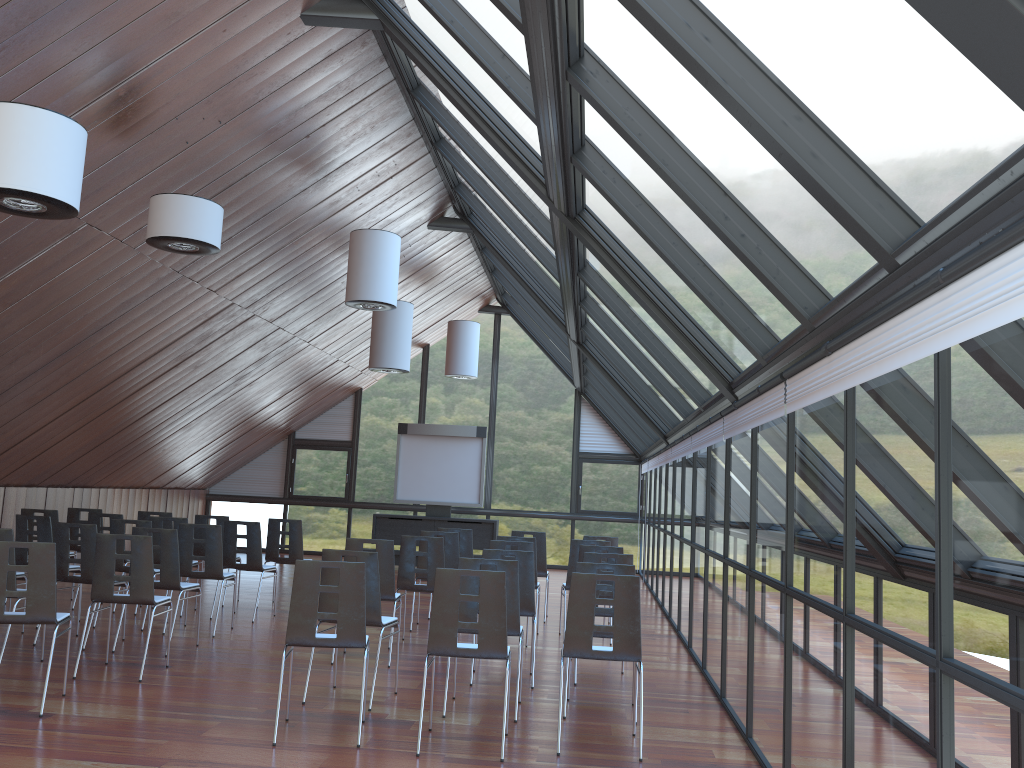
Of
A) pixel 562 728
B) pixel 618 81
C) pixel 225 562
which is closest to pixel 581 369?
pixel 225 562

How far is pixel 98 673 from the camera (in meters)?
7.55

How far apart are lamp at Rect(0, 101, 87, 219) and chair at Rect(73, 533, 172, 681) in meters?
2.8 m

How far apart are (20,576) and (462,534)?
5.1m

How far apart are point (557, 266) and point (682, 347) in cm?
298

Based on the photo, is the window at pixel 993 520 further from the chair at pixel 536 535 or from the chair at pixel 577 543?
the chair at pixel 536 535

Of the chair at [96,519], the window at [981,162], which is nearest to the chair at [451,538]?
the window at [981,162]

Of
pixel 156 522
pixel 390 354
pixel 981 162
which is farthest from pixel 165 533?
pixel 981 162

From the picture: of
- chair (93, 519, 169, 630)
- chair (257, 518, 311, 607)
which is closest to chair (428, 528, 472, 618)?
chair (257, 518, 311, 607)

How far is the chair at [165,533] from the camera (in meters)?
8.58
